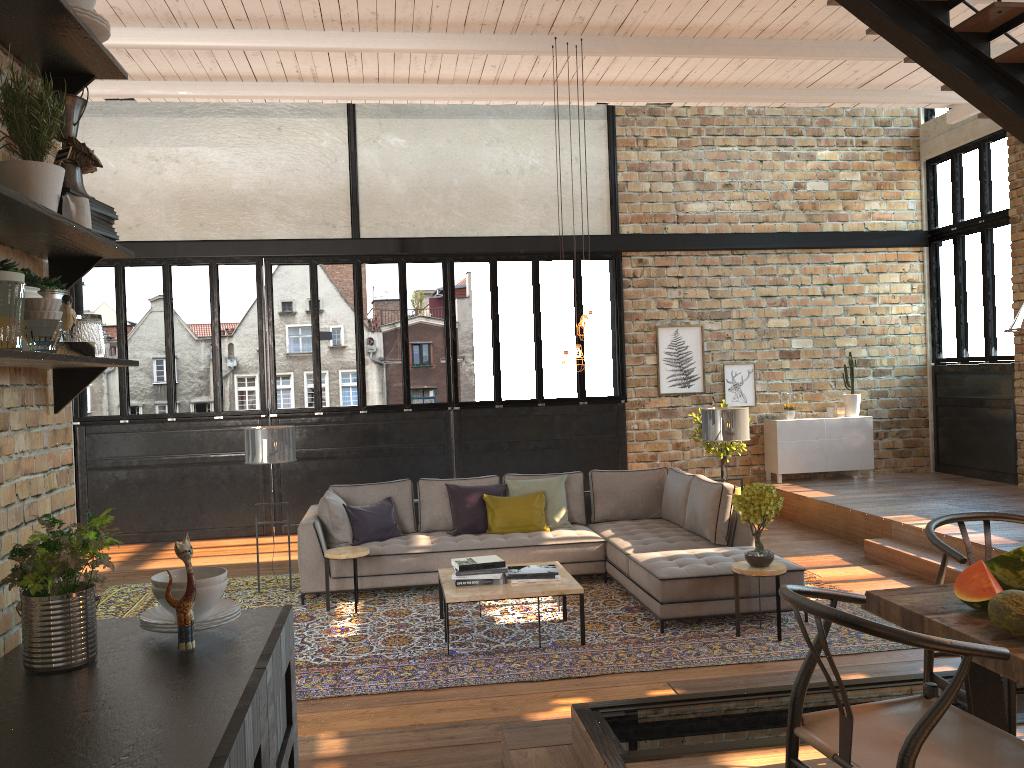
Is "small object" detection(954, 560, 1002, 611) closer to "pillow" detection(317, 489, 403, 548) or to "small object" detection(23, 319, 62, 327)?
"small object" detection(23, 319, 62, 327)

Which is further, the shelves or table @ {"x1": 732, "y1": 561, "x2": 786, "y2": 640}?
table @ {"x1": 732, "y1": 561, "x2": 786, "y2": 640}

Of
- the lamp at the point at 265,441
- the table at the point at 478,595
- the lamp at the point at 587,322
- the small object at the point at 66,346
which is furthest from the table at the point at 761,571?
the small object at the point at 66,346

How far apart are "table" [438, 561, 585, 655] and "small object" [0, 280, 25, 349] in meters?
4.2

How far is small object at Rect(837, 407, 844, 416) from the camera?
11.3 meters

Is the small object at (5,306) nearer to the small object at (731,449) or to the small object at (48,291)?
the small object at (48,291)

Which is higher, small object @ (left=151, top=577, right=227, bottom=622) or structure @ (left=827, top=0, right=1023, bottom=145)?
structure @ (left=827, top=0, right=1023, bottom=145)

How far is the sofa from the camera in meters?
6.1

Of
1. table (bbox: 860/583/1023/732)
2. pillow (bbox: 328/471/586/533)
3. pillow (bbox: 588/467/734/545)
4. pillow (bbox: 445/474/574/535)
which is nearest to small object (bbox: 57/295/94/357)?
table (bbox: 860/583/1023/732)

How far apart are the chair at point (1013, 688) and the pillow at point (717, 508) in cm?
359
